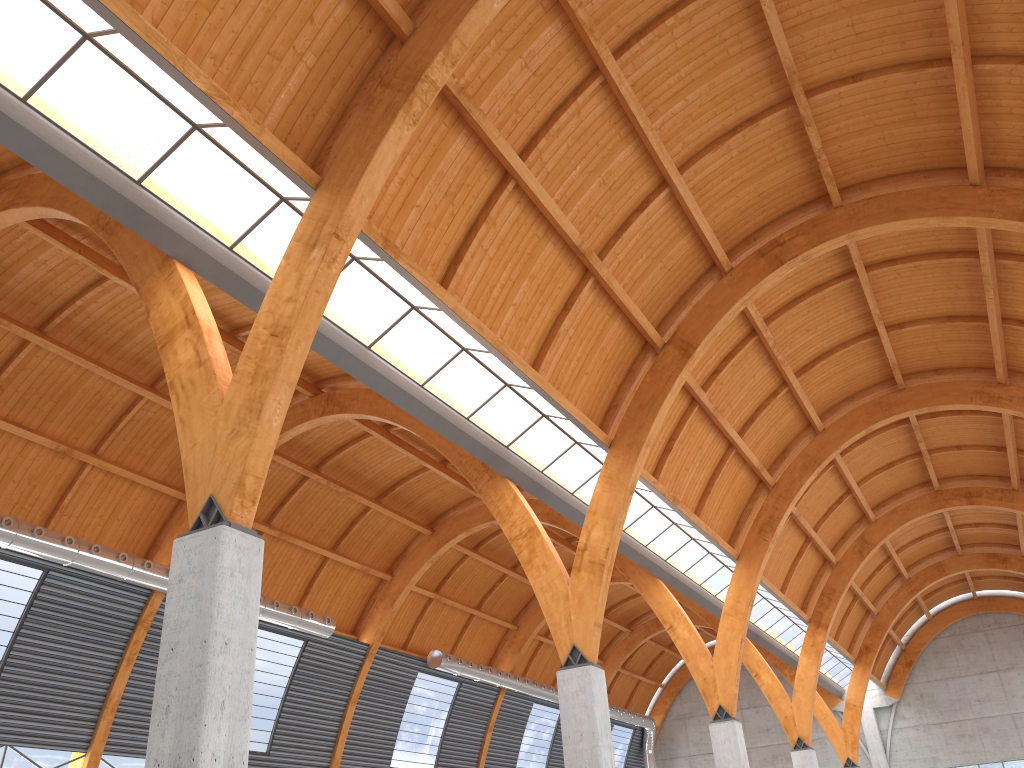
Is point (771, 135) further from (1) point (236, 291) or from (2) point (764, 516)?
(2) point (764, 516)

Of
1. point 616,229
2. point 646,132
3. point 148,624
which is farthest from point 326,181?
point 148,624
